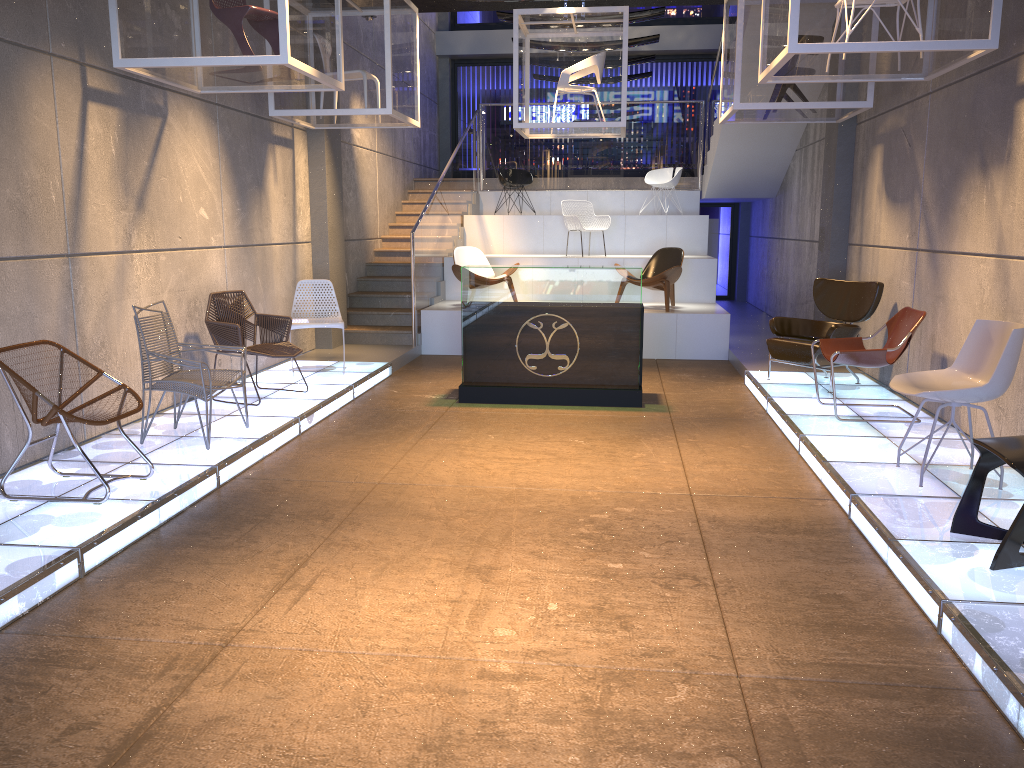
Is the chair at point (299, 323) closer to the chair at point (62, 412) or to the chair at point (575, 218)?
the chair at point (62, 412)

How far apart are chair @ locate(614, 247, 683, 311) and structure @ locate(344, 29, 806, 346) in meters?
2.1

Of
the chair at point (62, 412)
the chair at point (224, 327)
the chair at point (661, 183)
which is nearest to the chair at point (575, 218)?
the chair at point (661, 183)

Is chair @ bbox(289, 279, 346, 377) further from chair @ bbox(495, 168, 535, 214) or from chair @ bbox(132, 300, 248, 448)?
chair @ bbox(495, 168, 535, 214)

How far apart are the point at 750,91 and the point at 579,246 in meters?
5.8

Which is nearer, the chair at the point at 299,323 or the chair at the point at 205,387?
the chair at the point at 205,387

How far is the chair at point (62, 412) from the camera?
4.4m

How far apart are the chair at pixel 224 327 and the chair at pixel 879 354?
4.2m

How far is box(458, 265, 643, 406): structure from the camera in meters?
7.7

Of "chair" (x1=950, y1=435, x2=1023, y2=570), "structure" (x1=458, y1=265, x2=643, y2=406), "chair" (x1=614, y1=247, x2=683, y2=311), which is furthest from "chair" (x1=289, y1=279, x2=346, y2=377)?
"chair" (x1=950, y1=435, x2=1023, y2=570)
